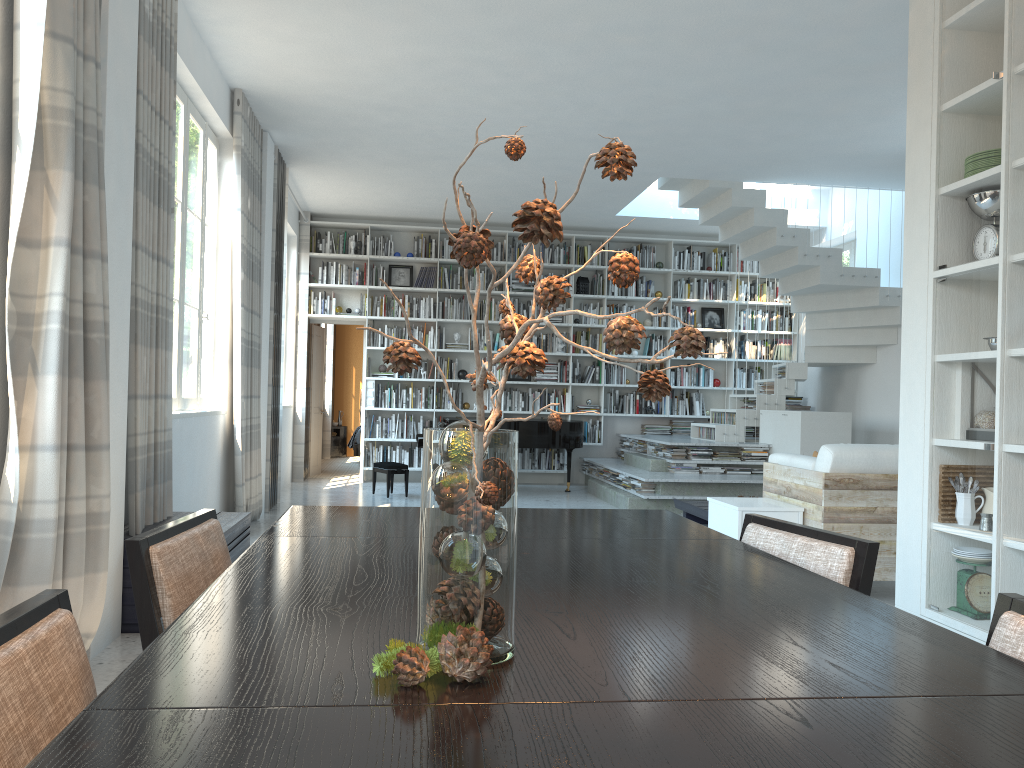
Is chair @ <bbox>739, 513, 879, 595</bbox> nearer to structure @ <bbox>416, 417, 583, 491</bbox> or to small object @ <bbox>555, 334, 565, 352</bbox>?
structure @ <bbox>416, 417, 583, 491</bbox>

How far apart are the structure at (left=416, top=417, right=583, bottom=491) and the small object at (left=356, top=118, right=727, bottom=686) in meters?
8.0

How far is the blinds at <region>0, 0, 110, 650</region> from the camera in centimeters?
274cm

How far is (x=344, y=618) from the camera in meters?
1.2

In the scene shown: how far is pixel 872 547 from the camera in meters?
1.8

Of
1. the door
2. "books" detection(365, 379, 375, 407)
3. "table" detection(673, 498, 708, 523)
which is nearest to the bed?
the door

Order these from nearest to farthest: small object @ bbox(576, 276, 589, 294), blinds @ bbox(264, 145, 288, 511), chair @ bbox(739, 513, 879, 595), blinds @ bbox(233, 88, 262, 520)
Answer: chair @ bbox(739, 513, 879, 595)
blinds @ bbox(233, 88, 262, 520)
blinds @ bbox(264, 145, 288, 511)
small object @ bbox(576, 276, 589, 294)

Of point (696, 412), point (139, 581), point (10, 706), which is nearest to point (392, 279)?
point (696, 412)

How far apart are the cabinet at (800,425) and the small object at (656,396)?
7.9 meters

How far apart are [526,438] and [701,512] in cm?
296
